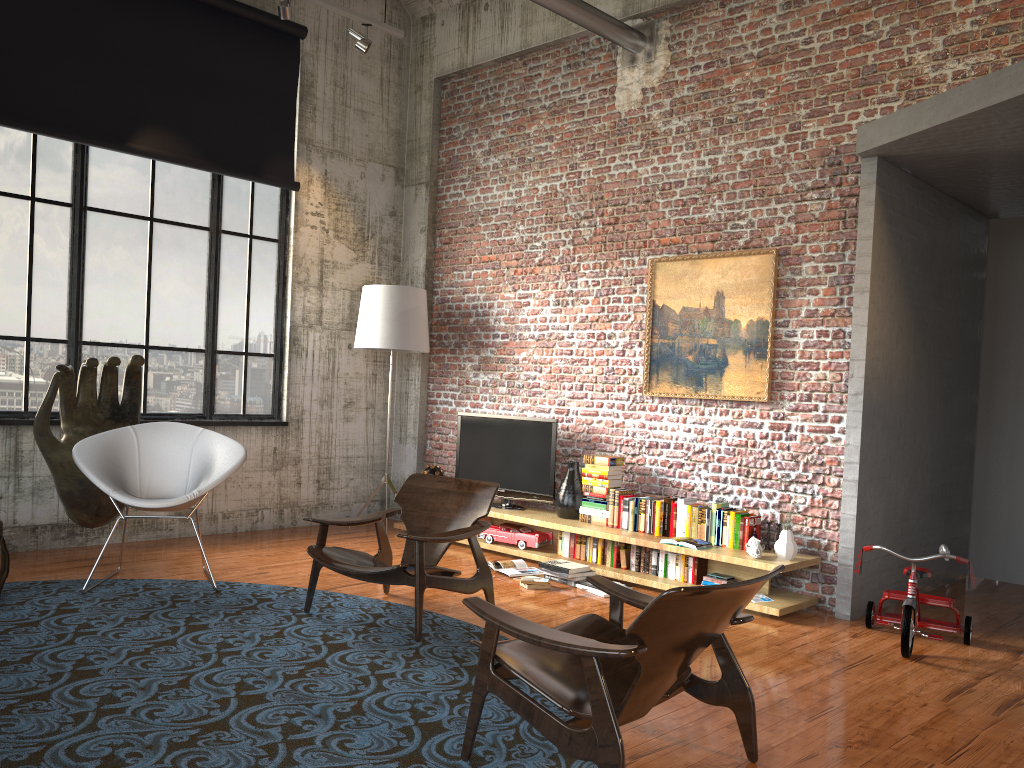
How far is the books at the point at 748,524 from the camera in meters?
6.0 m

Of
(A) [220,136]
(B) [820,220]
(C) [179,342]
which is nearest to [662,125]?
(B) [820,220]

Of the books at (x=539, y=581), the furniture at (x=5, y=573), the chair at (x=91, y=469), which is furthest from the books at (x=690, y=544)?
the furniture at (x=5, y=573)

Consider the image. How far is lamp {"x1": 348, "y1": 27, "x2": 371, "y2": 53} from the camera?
7.3 meters

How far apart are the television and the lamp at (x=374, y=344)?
0.7 meters

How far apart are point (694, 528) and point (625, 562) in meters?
0.6

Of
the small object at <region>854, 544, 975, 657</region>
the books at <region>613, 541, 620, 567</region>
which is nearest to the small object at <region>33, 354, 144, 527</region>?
the books at <region>613, 541, 620, 567</region>

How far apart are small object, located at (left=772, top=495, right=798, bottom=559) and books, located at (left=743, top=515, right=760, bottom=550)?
0.3 meters

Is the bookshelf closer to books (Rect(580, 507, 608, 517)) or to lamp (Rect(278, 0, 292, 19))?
books (Rect(580, 507, 608, 517))

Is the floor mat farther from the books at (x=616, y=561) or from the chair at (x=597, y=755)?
the books at (x=616, y=561)
